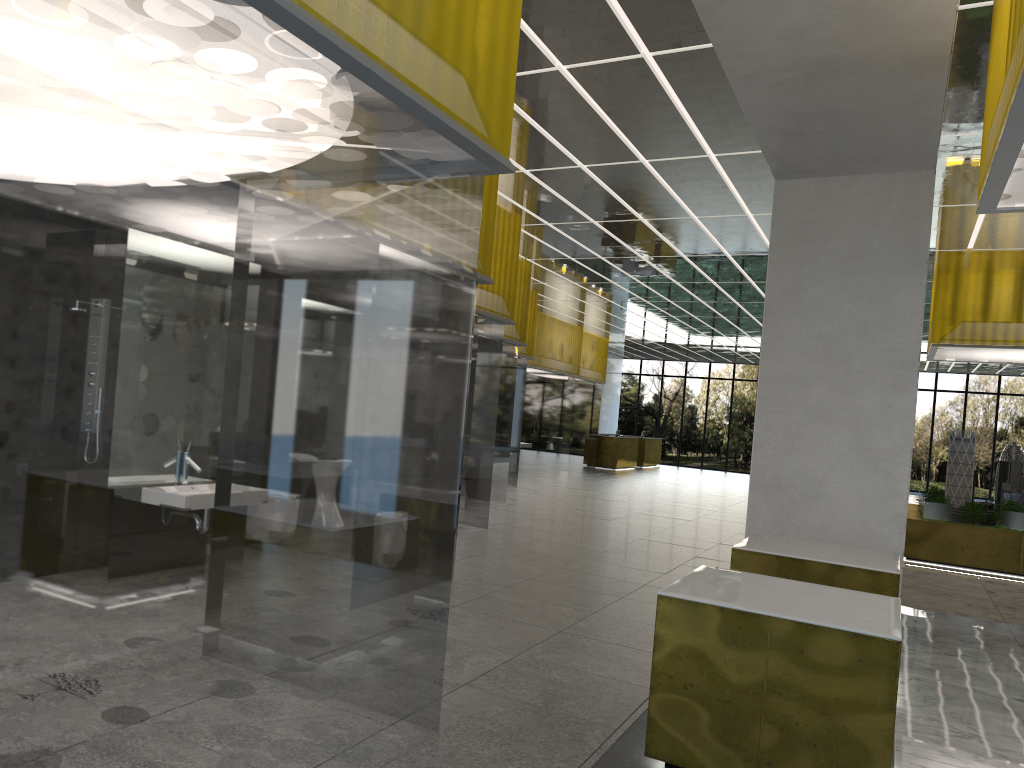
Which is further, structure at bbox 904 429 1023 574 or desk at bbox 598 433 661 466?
desk at bbox 598 433 661 466

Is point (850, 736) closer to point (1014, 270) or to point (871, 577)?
point (871, 577)

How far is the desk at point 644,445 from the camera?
45.9m

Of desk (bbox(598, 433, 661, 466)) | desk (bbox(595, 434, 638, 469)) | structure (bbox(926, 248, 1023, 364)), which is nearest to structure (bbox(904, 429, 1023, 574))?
structure (bbox(926, 248, 1023, 364))

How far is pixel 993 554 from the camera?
17.50m

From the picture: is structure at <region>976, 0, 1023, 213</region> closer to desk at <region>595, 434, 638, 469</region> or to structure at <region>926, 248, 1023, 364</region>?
structure at <region>926, 248, 1023, 364</region>

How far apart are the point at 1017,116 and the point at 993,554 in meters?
14.6 m

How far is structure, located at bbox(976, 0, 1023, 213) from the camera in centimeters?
542cm

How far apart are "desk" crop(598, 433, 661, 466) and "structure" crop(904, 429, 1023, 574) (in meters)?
23.43

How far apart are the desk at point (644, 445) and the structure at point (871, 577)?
36.50m
